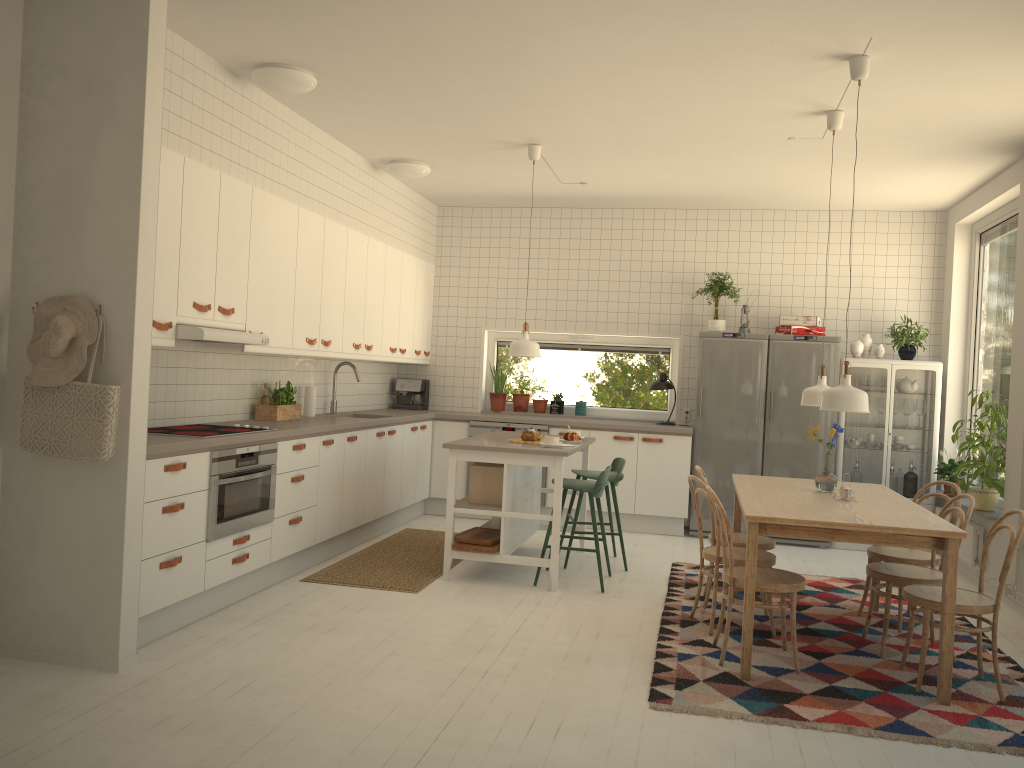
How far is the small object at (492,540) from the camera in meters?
5.6 m

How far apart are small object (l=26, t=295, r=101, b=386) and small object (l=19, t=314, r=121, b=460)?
0.0 meters

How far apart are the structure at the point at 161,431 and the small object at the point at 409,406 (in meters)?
3.30

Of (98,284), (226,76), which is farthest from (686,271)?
(98,284)

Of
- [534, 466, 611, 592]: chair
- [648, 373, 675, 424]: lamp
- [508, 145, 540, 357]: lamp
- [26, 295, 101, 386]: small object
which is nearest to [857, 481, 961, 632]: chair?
[534, 466, 611, 592]: chair

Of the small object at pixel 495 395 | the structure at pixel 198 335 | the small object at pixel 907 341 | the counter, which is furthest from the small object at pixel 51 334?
the small object at pixel 907 341

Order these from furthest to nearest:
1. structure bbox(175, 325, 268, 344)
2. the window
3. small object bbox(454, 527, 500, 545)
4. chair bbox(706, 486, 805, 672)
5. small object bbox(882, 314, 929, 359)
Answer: the window < small object bbox(882, 314, 929, 359) < small object bbox(454, 527, 500, 545) < structure bbox(175, 325, 268, 344) < chair bbox(706, 486, 805, 672)

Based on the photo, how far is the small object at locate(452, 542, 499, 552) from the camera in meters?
5.5 m

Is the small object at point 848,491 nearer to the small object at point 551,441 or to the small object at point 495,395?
the small object at point 551,441

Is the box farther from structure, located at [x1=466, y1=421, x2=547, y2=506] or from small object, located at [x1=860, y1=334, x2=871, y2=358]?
small object, located at [x1=860, y1=334, x2=871, y2=358]
